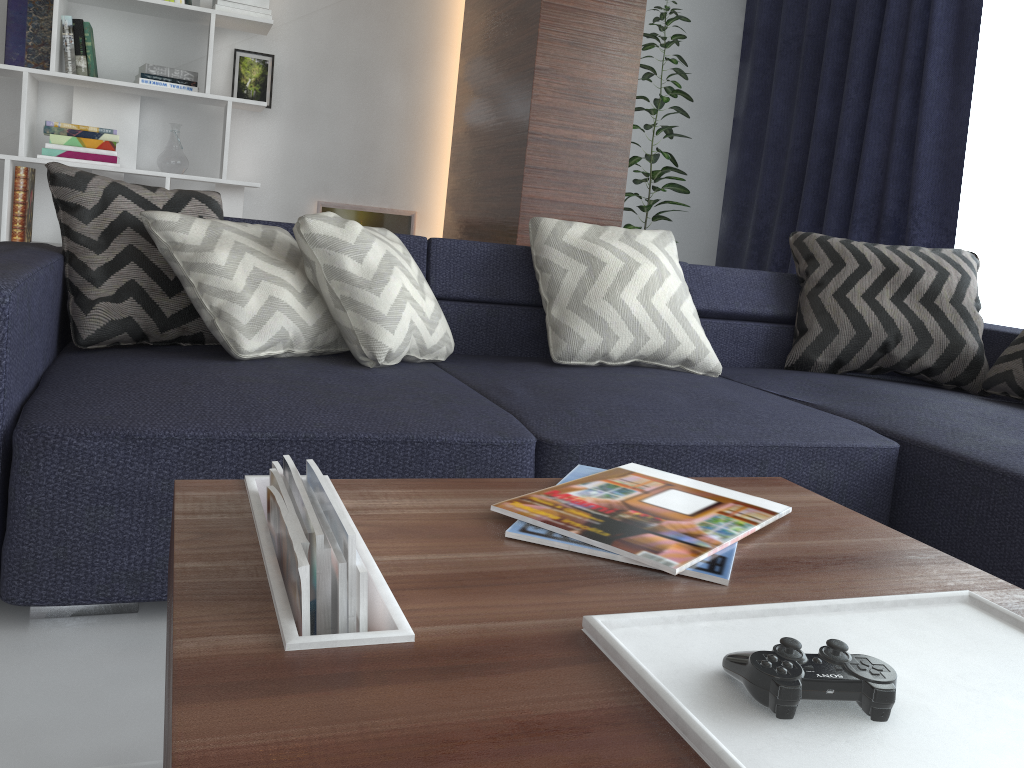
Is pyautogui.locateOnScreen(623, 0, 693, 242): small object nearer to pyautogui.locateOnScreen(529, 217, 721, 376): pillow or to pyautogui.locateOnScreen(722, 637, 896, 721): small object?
pyautogui.locateOnScreen(529, 217, 721, 376): pillow

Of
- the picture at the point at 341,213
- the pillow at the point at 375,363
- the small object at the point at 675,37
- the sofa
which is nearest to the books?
the sofa

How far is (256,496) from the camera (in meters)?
0.93

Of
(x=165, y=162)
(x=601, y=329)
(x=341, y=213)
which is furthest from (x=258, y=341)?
(x=341, y=213)

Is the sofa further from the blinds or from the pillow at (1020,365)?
the blinds

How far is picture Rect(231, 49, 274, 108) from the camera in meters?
4.0

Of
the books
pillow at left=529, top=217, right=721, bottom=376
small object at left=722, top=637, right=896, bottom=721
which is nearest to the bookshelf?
pillow at left=529, top=217, right=721, bottom=376

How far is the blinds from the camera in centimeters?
→ 339cm

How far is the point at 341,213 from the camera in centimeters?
433cm

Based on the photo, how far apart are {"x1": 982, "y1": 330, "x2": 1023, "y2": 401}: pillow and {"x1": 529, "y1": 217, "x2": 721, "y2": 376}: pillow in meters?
0.8
